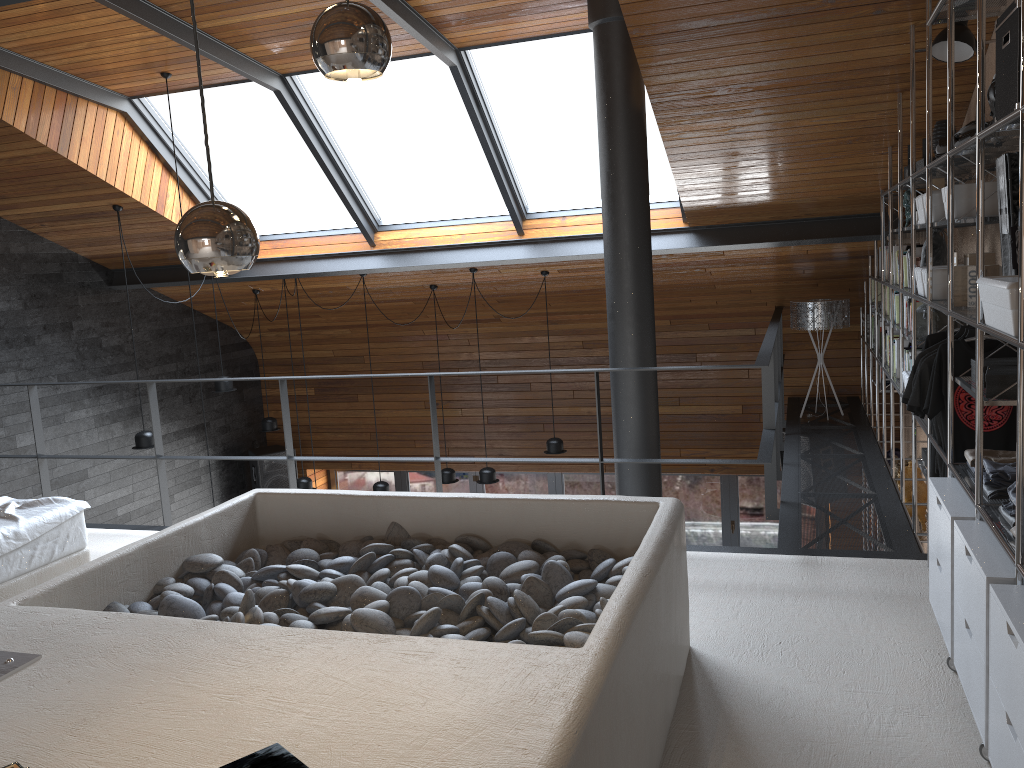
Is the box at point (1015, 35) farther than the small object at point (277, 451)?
No

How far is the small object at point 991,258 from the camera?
3.5m

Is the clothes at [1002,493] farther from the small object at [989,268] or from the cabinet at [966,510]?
the small object at [989,268]

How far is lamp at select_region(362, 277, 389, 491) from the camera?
8.18m

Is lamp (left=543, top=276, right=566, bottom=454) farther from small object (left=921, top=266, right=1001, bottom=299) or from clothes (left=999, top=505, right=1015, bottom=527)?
clothes (left=999, top=505, right=1015, bottom=527)

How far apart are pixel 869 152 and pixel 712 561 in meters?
2.8

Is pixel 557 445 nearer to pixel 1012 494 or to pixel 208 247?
pixel 1012 494

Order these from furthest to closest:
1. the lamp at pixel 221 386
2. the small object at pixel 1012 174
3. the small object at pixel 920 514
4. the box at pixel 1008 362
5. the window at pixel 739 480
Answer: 1. the window at pixel 739 480
2. the lamp at pixel 221 386
3. the small object at pixel 920 514
4. the box at pixel 1008 362
5. the small object at pixel 1012 174

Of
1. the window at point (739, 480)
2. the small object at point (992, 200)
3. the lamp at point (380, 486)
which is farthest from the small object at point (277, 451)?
the small object at point (992, 200)

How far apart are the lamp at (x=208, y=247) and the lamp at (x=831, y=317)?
6.4m
